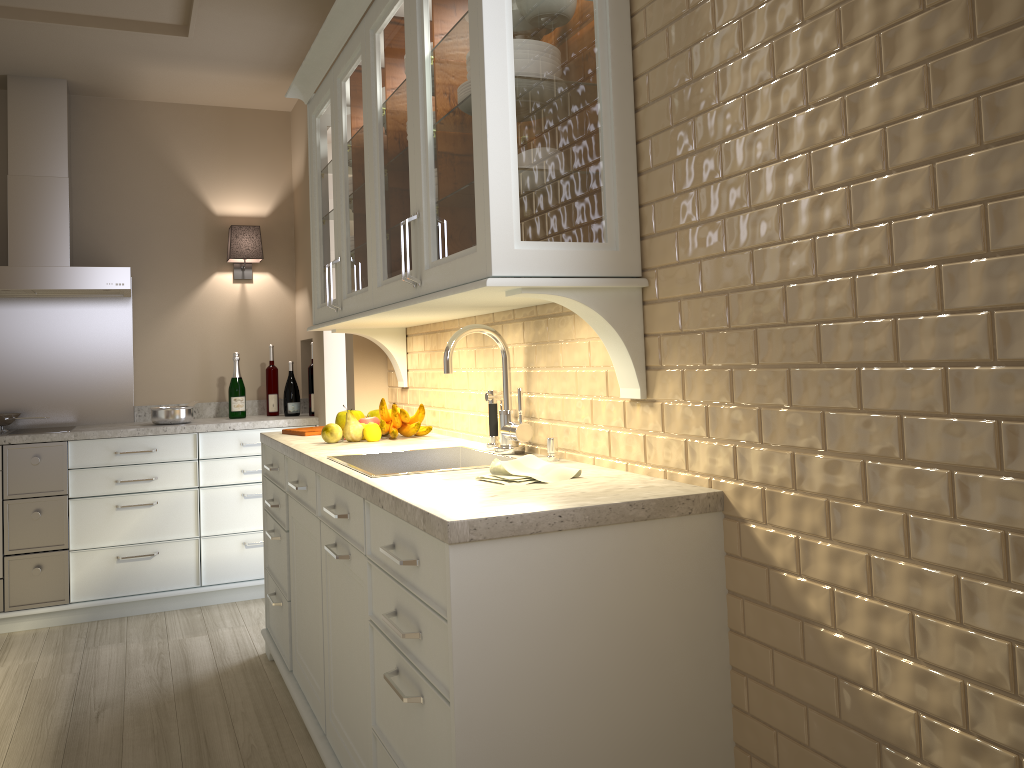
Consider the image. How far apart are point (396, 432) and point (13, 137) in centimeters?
257cm

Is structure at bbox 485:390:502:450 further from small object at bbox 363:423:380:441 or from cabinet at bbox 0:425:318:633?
cabinet at bbox 0:425:318:633

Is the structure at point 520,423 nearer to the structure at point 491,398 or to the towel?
the structure at point 491,398

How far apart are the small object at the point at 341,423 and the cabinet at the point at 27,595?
1.3m

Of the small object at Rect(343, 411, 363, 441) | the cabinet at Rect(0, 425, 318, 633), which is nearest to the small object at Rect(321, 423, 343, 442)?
the small object at Rect(343, 411, 363, 441)

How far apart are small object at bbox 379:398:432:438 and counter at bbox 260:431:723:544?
0.0m

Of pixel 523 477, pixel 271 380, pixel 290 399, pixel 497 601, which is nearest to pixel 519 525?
pixel 497 601

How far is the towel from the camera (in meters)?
1.75

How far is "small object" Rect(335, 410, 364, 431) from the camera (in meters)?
2.98

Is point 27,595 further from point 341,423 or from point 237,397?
point 341,423
